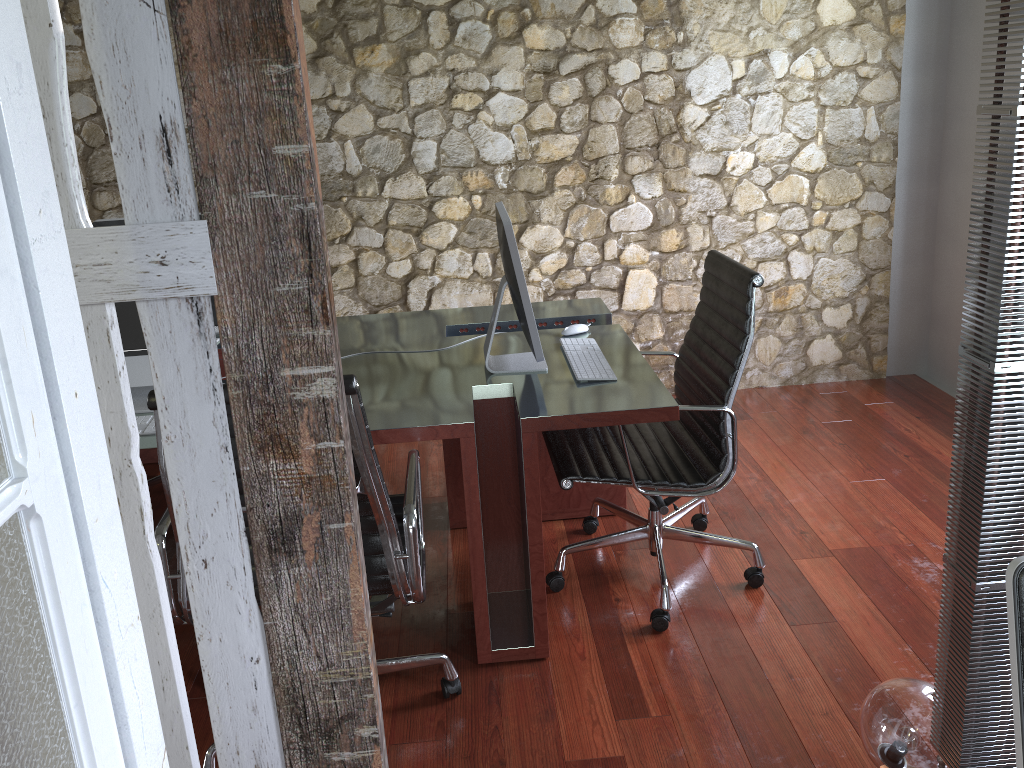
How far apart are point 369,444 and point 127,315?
1.1m

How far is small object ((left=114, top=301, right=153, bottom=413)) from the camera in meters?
2.5

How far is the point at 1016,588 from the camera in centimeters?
118cm

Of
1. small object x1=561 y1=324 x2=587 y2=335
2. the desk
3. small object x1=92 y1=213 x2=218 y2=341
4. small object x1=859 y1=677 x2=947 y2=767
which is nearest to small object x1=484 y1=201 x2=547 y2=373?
the desk

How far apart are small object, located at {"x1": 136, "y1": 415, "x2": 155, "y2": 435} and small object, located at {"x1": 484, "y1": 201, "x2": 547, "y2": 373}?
1.0m

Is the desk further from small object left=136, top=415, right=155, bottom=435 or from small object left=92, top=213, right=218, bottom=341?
small object left=92, top=213, right=218, bottom=341

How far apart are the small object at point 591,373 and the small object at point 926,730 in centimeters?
106cm

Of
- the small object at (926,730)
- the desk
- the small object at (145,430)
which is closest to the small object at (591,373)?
the desk

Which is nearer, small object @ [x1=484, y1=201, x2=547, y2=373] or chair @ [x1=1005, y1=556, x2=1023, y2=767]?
chair @ [x1=1005, y1=556, x2=1023, y2=767]

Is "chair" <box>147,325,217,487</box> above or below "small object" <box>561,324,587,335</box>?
below
